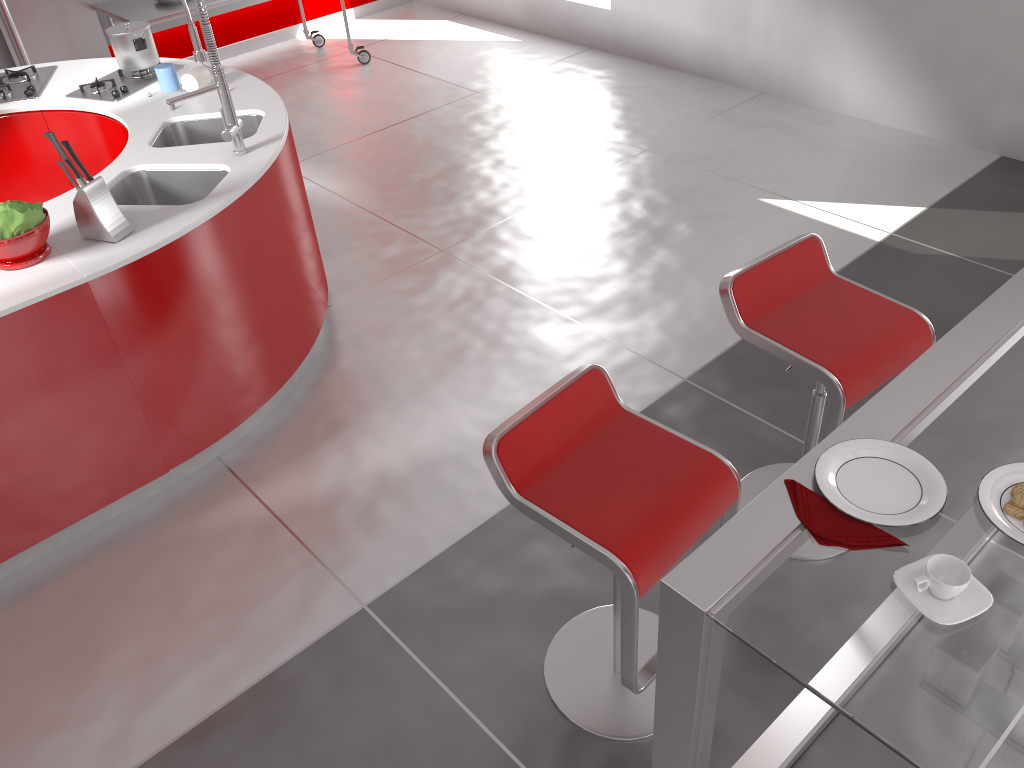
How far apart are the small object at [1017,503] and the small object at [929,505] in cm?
11

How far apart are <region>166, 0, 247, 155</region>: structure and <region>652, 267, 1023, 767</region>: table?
2.3m

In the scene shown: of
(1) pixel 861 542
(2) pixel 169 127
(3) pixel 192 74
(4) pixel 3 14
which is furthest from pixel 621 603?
(4) pixel 3 14

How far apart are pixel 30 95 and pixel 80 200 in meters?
1.6

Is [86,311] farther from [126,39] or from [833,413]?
[833,413]

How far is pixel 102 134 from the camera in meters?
3.8

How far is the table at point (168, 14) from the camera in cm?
554

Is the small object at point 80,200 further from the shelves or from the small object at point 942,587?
the shelves

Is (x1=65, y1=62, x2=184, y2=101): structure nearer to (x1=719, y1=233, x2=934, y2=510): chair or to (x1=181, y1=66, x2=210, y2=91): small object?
(x1=181, y1=66, x2=210, y2=91): small object

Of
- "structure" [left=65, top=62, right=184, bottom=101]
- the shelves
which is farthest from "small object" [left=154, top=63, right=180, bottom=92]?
the shelves
